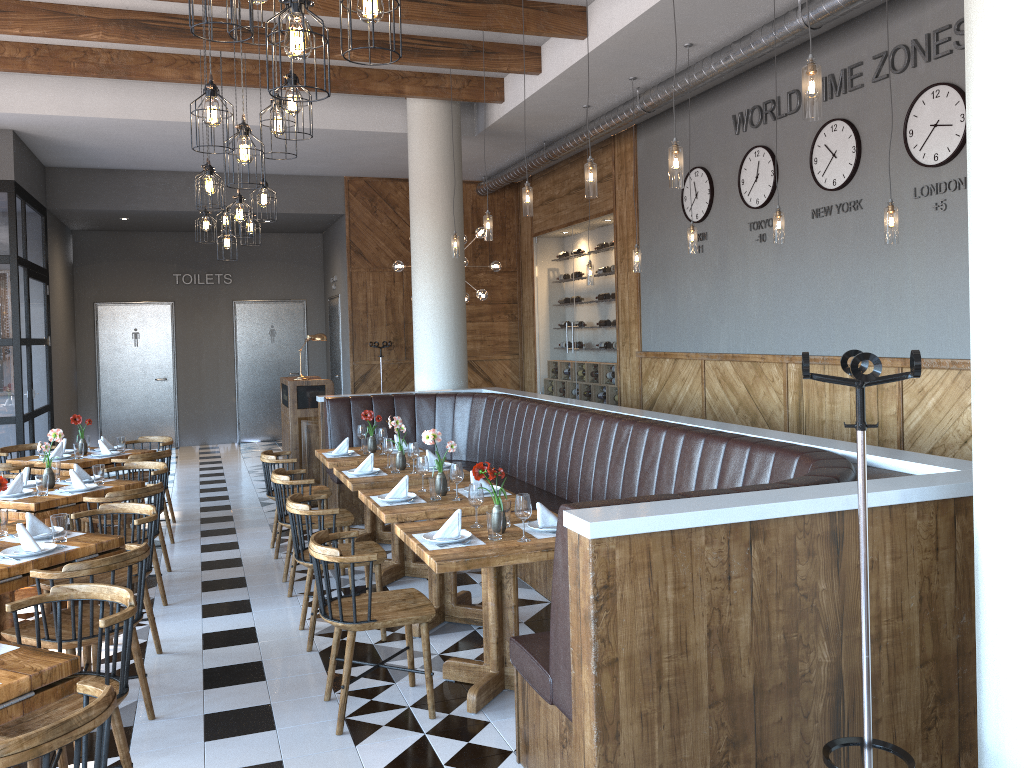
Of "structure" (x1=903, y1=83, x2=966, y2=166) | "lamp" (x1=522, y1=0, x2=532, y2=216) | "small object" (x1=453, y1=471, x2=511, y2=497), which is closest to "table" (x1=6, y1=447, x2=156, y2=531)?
"small object" (x1=453, y1=471, x2=511, y2=497)

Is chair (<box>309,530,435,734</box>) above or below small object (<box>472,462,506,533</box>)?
below

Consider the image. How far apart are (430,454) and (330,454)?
1.2m

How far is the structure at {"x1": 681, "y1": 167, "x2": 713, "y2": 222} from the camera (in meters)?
8.67

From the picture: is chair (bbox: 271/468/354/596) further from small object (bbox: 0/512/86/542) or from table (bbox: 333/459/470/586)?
small object (bbox: 0/512/86/542)

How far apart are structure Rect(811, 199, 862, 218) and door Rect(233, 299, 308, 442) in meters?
10.1

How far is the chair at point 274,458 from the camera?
7.0 meters

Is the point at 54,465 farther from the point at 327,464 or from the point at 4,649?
the point at 4,649

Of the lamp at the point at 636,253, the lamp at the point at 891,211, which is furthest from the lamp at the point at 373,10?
the lamp at the point at 636,253

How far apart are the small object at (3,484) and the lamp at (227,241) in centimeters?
404cm
